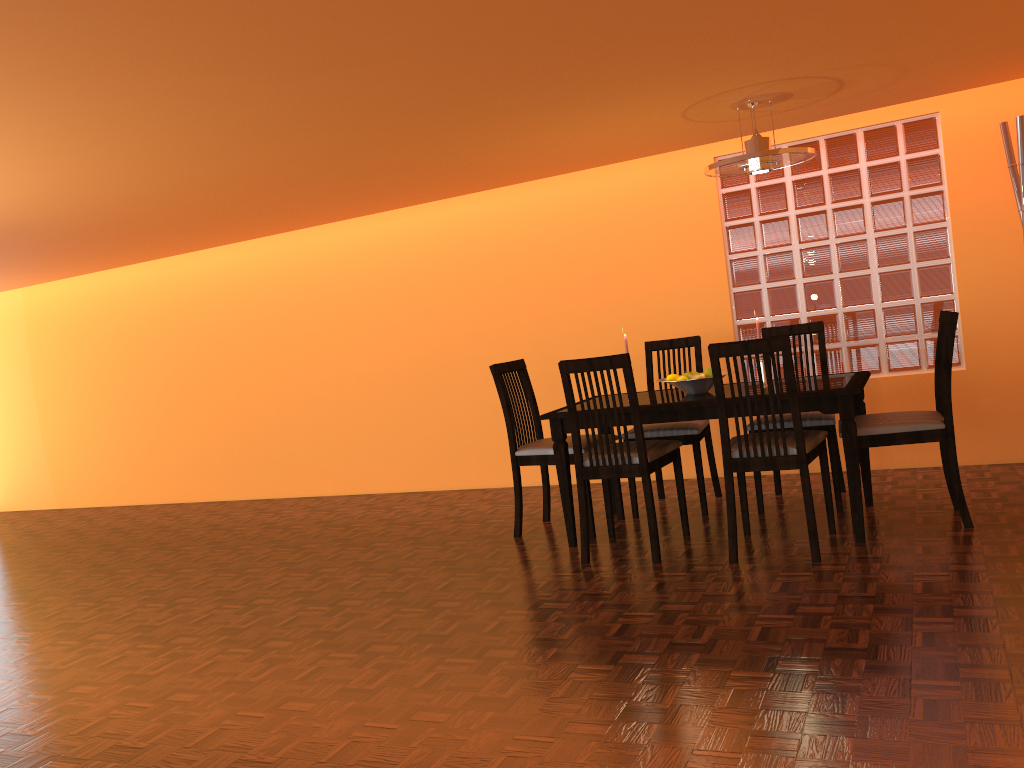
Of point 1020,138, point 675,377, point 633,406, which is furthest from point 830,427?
point 1020,138

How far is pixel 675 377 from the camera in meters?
3.7

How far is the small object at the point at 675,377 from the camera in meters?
3.7 m

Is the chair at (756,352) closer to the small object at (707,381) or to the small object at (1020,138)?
the small object at (707,381)

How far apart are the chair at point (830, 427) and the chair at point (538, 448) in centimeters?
63cm

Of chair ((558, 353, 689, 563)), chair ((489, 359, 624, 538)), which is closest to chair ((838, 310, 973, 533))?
chair ((558, 353, 689, 563))

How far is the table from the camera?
3.22m

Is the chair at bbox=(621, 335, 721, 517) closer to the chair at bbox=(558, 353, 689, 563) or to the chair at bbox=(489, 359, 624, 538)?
the chair at bbox=(489, 359, 624, 538)

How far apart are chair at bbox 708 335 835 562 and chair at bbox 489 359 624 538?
0.66m

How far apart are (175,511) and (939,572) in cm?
502
